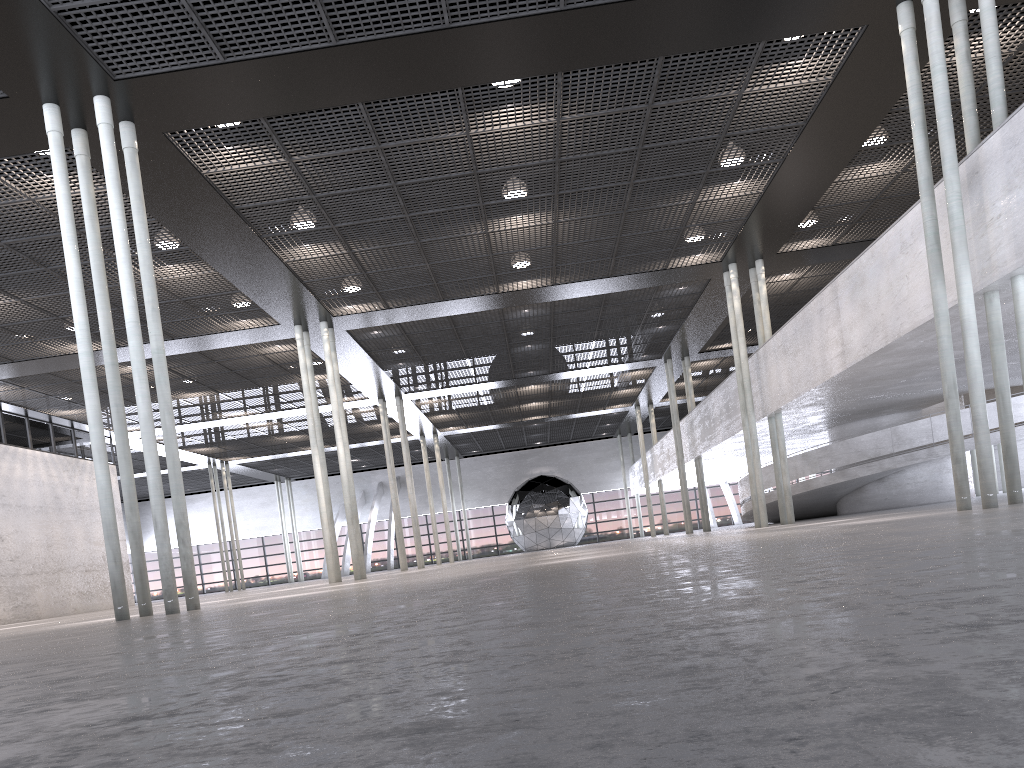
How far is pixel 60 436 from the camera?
27.6m
